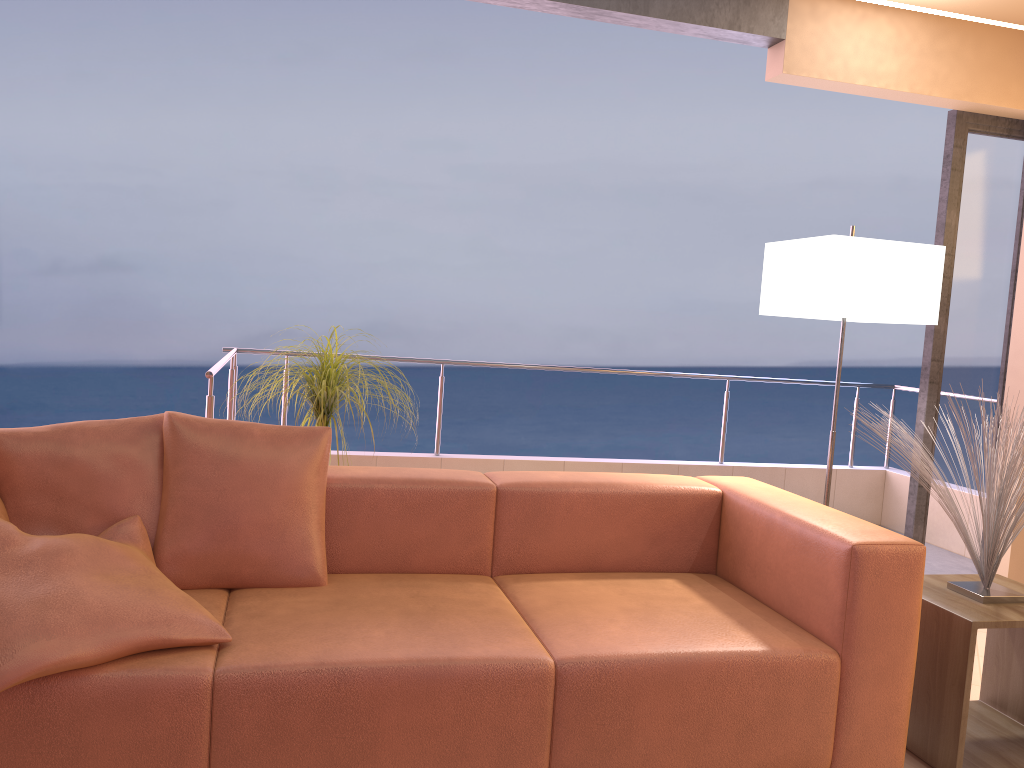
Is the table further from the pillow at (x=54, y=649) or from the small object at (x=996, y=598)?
the pillow at (x=54, y=649)

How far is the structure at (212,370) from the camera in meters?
3.2

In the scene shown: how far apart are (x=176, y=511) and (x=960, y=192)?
3.32m

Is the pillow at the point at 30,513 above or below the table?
above

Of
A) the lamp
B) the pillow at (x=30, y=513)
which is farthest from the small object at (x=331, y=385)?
the lamp

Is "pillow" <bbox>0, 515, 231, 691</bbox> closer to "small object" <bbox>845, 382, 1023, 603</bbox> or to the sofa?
the sofa

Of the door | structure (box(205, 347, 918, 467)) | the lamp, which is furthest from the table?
structure (box(205, 347, 918, 467))

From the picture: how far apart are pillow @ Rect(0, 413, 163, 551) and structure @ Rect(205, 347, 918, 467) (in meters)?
0.68

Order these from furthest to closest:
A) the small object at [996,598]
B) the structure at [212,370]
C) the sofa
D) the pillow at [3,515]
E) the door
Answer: the door
the structure at [212,370]
the small object at [996,598]
the pillow at [3,515]
the sofa

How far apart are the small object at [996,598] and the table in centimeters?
2cm
